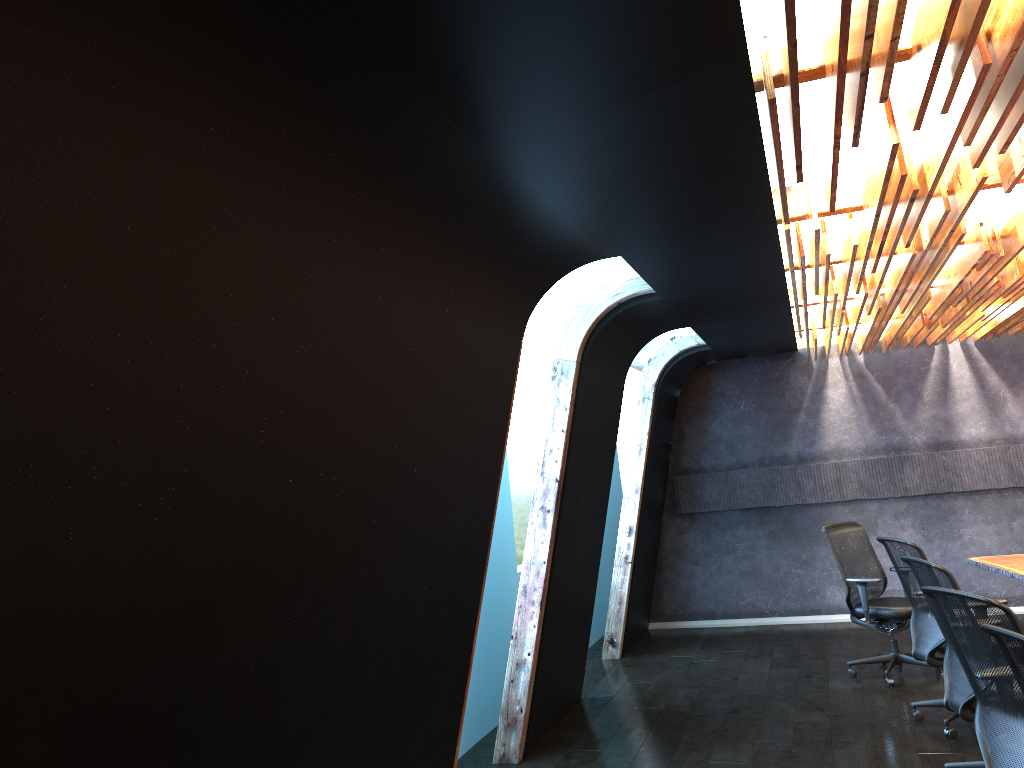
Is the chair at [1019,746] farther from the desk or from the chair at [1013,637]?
the desk

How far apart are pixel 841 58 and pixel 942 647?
4.97m

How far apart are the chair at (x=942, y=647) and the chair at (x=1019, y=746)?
1.92m

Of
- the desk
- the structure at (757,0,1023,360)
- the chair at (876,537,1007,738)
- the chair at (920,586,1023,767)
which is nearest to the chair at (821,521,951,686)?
the desk

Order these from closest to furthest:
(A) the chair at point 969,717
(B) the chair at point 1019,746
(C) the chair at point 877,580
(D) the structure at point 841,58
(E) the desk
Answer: (D) the structure at point 841,58 → (B) the chair at point 1019,746 → (A) the chair at point 969,717 → (E) the desk → (C) the chair at point 877,580

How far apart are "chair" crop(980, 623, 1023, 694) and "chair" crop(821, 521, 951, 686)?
4.5 meters

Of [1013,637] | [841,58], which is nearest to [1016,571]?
[1013,637]

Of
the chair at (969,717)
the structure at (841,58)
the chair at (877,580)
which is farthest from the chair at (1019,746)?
the chair at (877,580)

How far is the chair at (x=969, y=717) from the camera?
4.8m

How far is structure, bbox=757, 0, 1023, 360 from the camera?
2.41m
